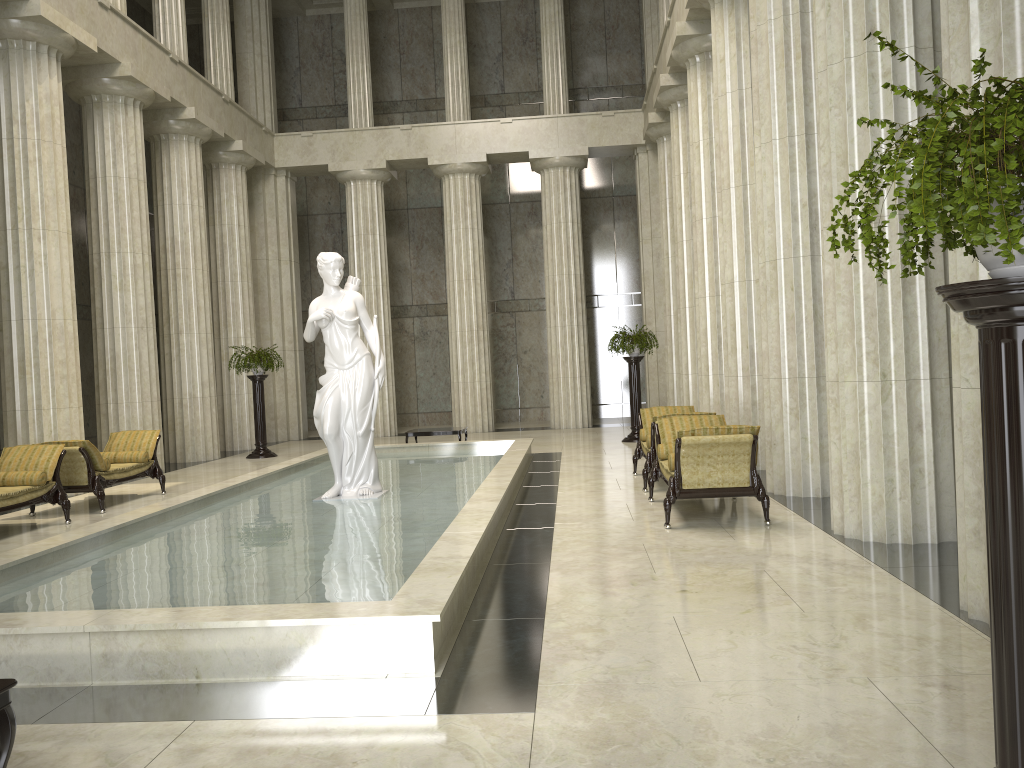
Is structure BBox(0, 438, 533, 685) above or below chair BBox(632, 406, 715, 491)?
below

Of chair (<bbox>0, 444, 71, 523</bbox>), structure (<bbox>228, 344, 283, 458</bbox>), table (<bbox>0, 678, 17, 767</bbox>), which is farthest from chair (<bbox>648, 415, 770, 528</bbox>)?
structure (<bbox>228, 344, 283, 458</bbox>)

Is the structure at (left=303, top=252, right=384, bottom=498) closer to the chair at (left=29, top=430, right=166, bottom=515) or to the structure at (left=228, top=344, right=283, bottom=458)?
the chair at (left=29, top=430, right=166, bottom=515)

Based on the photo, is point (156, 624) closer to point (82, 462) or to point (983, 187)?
point (983, 187)

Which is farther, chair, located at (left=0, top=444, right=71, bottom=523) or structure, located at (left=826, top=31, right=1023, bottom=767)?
chair, located at (left=0, top=444, right=71, bottom=523)

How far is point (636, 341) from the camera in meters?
17.7

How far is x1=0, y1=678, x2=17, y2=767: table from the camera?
3.2 meters

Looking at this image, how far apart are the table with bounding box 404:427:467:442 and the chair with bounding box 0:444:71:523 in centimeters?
695cm

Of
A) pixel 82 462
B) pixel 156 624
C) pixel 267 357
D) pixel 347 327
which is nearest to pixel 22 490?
pixel 82 462

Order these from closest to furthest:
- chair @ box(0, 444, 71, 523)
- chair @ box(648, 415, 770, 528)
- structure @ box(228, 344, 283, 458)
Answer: chair @ box(648, 415, 770, 528) < chair @ box(0, 444, 71, 523) < structure @ box(228, 344, 283, 458)
